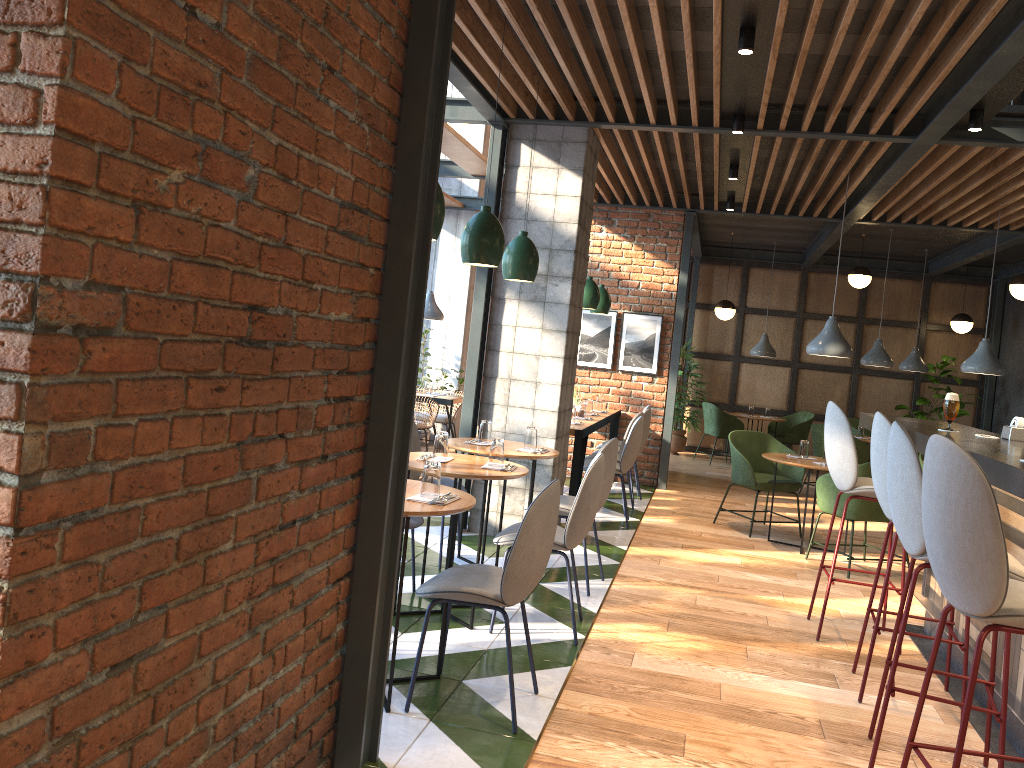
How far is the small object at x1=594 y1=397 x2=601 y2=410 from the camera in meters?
8.9 m

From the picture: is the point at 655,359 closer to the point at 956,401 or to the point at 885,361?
the point at 885,361

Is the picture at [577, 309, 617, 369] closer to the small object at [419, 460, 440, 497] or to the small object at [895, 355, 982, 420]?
the small object at [895, 355, 982, 420]

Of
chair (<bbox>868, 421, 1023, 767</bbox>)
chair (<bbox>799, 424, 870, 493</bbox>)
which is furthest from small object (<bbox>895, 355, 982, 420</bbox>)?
chair (<bbox>868, 421, 1023, 767</bbox>)

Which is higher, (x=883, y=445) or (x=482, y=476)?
(x=883, y=445)

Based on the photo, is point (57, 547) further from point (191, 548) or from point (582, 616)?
point (582, 616)

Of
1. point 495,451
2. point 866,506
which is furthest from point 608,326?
point 495,451

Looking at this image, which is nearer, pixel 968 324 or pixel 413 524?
pixel 413 524

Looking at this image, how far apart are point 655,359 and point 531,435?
4.3 meters

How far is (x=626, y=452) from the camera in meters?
7.0 m
